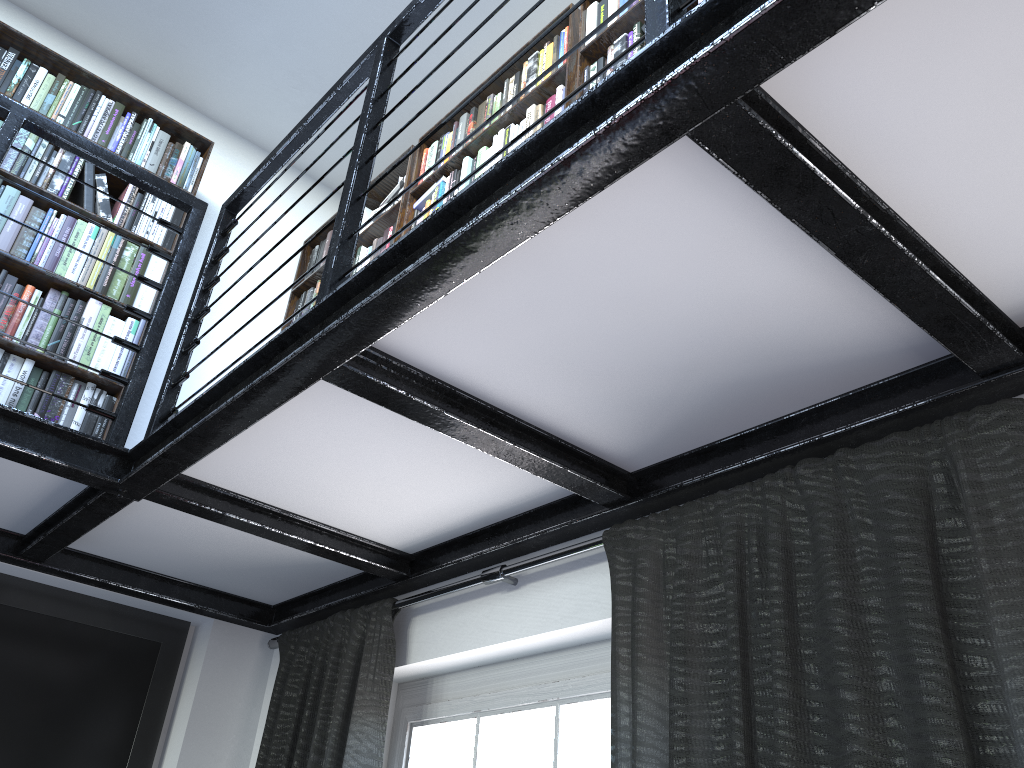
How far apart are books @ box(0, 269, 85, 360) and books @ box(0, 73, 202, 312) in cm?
6

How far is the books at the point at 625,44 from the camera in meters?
2.5

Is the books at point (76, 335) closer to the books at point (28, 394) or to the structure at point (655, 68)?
the books at point (28, 394)

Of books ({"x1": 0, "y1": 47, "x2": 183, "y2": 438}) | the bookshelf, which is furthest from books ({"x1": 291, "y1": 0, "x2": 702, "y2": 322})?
books ({"x1": 0, "y1": 47, "x2": 183, "y2": 438})

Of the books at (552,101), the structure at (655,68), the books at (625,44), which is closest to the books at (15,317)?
the structure at (655,68)

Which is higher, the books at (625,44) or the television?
the books at (625,44)

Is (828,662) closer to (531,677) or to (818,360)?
(818,360)

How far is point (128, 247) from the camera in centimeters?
317cm

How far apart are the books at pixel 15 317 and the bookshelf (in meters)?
0.03

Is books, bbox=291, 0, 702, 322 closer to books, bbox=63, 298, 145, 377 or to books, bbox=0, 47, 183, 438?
books, bbox=0, 47, 183, 438
